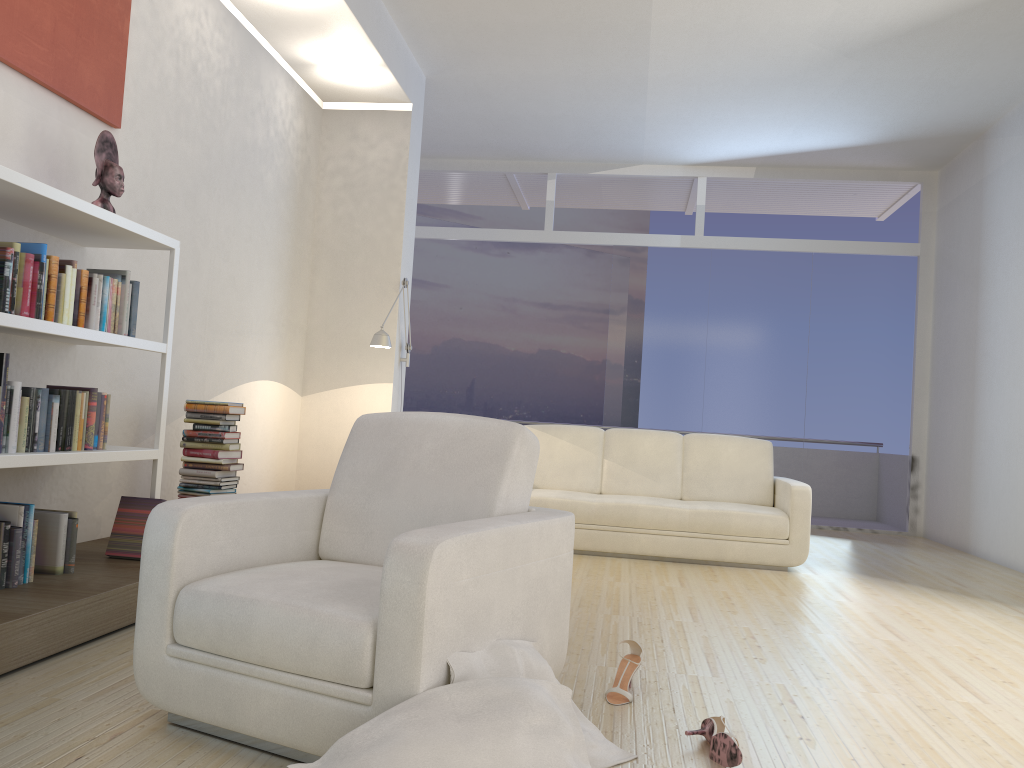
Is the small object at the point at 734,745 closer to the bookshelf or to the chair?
the chair

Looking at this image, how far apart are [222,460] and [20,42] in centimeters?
209cm

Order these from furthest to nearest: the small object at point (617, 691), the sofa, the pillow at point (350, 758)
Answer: the sofa → the small object at point (617, 691) → the pillow at point (350, 758)

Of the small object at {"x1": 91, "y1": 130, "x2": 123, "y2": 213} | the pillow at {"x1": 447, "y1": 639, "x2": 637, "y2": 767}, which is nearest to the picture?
the small object at {"x1": 91, "y1": 130, "x2": 123, "y2": 213}

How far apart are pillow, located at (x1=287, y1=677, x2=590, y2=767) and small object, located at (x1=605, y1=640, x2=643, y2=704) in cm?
66

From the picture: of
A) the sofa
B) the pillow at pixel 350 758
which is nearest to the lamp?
the sofa

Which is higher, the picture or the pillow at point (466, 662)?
the picture

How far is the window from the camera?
8.71m

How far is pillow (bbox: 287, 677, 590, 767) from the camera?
1.8 meters

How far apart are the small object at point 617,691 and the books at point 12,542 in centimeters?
206cm
